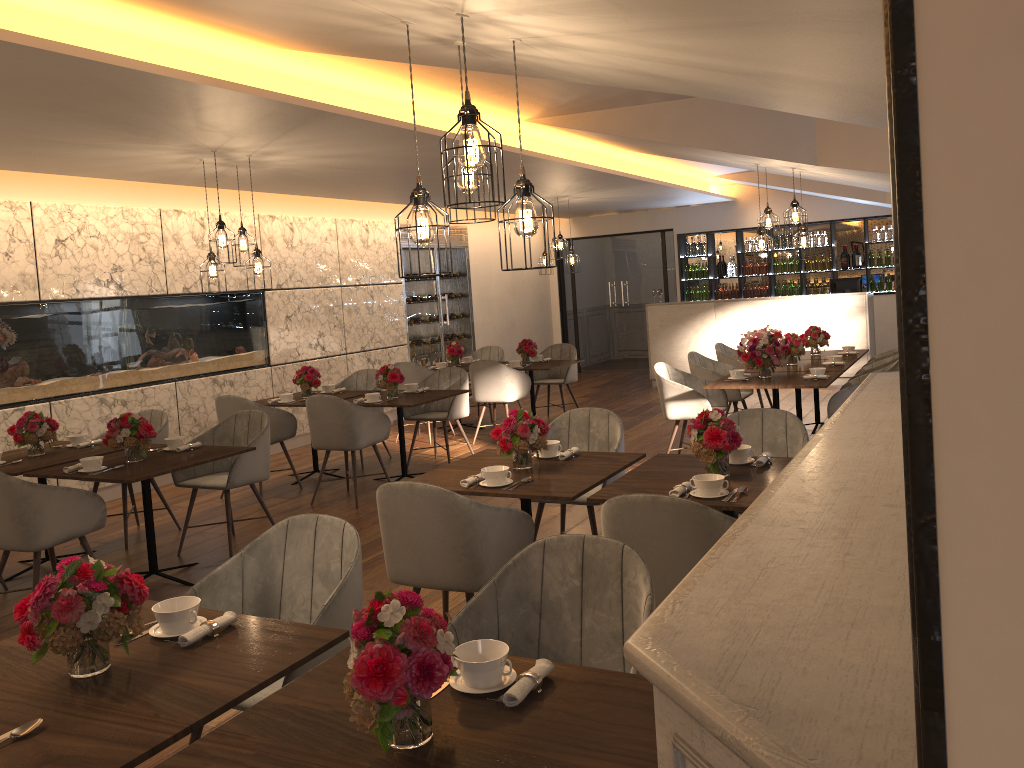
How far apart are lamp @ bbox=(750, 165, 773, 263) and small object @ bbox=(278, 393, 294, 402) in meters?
4.2

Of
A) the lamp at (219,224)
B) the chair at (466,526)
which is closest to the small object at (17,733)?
the chair at (466,526)

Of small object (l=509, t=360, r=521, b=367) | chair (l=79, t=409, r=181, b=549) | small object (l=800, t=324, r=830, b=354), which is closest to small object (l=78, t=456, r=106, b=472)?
chair (l=79, t=409, r=181, b=549)

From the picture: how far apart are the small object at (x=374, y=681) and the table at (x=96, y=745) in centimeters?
39cm

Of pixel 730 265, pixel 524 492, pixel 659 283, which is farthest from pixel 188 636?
pixel 659 283

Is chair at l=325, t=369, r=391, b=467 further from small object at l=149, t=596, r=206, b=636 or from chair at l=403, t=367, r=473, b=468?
small object at l=149, t=596, r=206, b=636

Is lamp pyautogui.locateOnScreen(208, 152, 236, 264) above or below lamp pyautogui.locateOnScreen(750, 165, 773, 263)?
above

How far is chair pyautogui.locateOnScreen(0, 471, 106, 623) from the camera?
4.4 meters

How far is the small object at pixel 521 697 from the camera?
1.85m

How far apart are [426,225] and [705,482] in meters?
1.5 m
